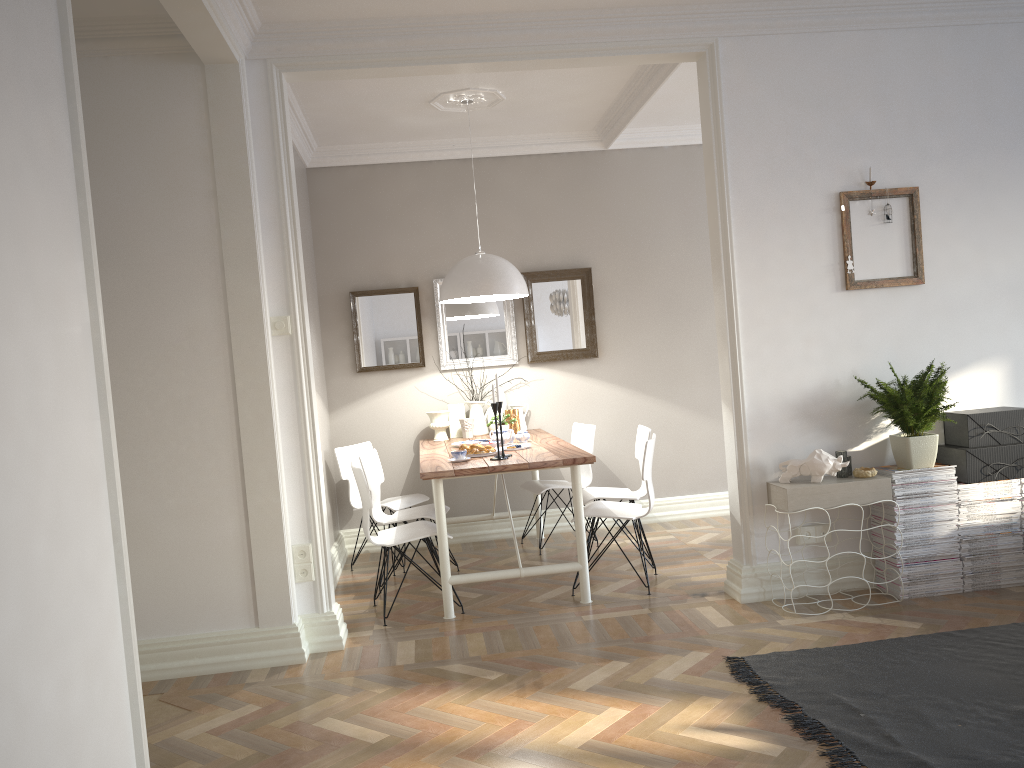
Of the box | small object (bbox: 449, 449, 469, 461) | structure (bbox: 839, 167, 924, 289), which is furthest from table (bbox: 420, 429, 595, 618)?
the box

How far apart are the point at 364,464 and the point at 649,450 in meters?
1.6

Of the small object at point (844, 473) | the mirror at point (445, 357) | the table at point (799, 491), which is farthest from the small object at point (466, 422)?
the small object at point (844, 473)

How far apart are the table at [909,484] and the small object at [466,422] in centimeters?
268cm

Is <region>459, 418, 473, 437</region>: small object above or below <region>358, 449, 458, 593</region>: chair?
above

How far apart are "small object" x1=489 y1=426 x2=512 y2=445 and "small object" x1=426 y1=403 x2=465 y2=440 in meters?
0.8 m

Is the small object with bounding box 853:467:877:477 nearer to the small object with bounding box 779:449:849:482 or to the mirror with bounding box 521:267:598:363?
the small object with bounding box 779:449:849:482

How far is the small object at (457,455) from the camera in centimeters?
455cm

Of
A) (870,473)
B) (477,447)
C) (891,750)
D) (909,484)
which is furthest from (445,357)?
(891,750)

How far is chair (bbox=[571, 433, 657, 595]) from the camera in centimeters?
452cm
